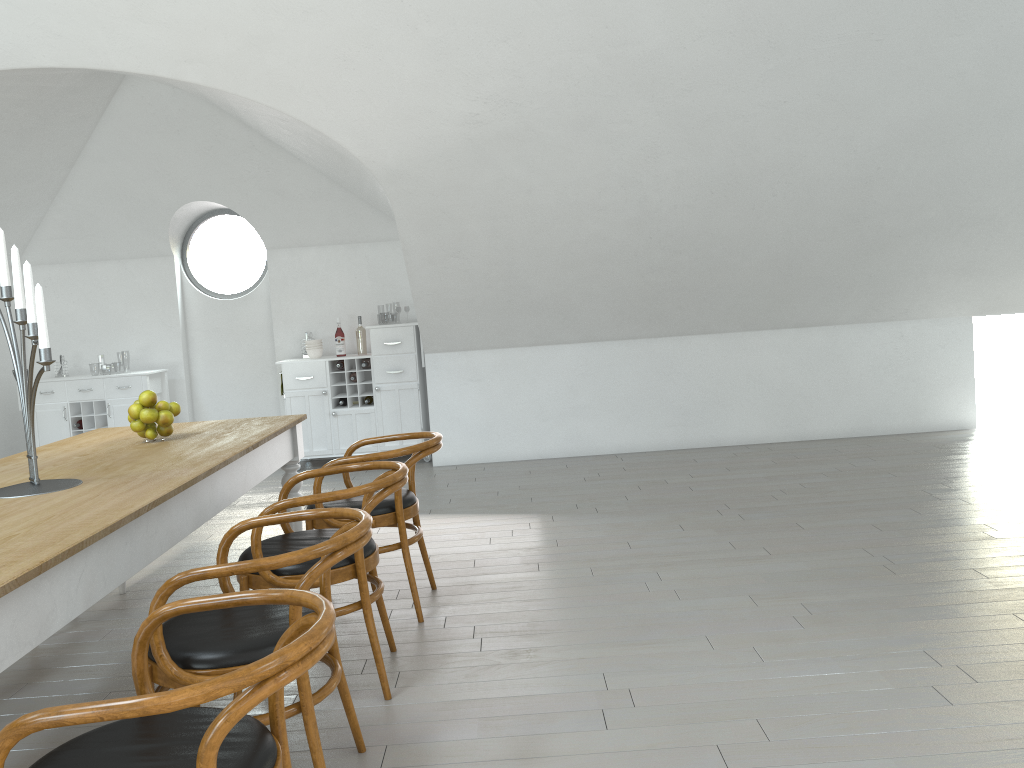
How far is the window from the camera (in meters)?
7.90

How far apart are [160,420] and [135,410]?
0.1m

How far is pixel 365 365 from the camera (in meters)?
7.28

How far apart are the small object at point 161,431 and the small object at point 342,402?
3.65m

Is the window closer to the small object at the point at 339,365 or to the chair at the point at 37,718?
the small object at the point at 339,365

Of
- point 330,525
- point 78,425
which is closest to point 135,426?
point 330,525

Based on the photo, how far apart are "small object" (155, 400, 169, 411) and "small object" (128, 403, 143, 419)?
0.07m

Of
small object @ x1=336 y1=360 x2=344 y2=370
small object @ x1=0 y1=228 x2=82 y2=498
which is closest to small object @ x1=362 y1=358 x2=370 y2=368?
small object @ x1=336 y1=360 x2=344 y2=370

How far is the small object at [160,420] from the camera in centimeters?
360cm

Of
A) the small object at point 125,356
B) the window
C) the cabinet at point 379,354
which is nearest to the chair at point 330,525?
the cabinet at point 379,354
